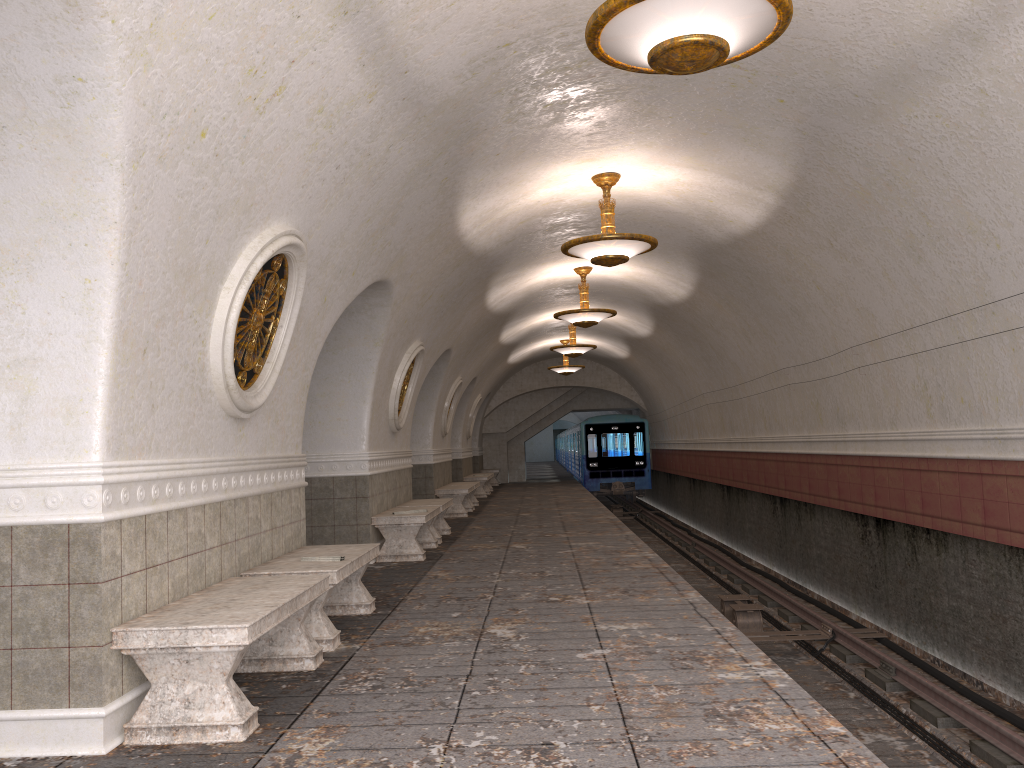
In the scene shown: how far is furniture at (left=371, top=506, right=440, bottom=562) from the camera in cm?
983

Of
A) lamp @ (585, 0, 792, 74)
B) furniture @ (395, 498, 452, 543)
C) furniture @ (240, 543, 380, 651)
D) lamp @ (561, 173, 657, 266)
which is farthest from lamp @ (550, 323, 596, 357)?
lamp @ (585, 0, 792, 74)

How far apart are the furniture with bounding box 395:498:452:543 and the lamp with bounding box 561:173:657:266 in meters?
4.0

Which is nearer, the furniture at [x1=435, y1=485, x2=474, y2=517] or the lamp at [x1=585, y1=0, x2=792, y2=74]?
the lamp at [x1=585, y1=0, x2=792, y2=74]

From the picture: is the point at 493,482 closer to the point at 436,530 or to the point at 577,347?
the point at 577,347

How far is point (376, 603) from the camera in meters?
7.2 m

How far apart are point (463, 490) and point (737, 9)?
12.4 meters

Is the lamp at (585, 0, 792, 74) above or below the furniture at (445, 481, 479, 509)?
above

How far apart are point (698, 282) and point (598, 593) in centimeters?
696cm

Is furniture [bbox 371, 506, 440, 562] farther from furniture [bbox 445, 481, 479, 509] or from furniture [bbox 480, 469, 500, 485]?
furniture [bbox 480, 469, 500, 485]
